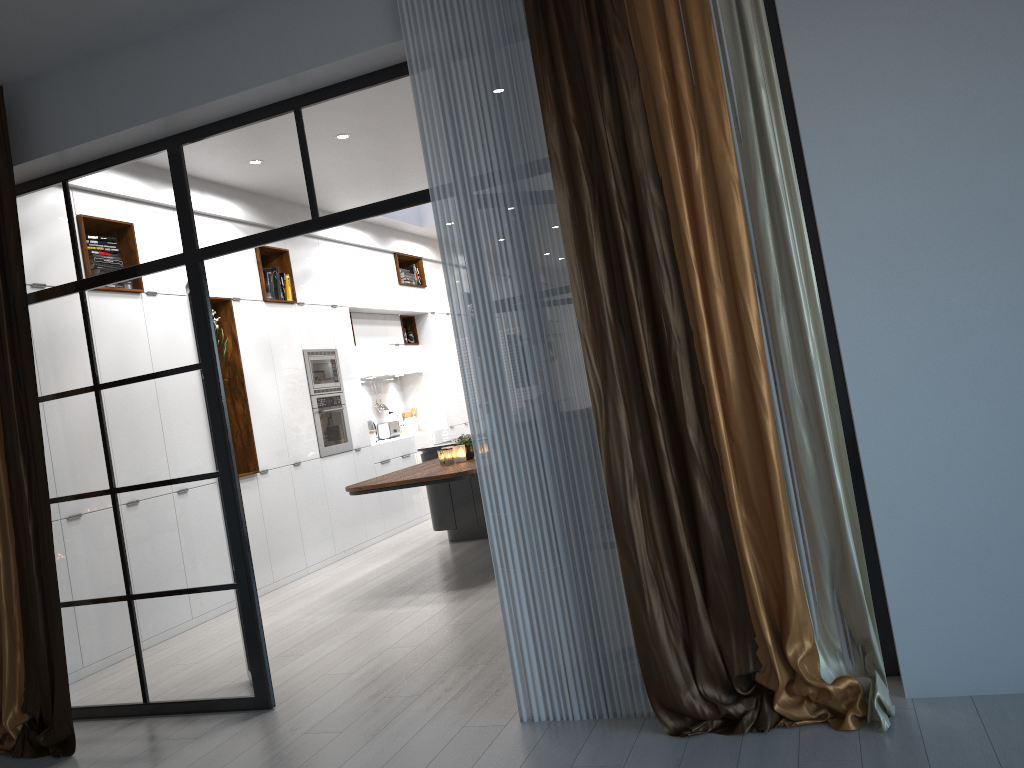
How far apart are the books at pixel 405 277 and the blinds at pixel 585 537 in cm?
698

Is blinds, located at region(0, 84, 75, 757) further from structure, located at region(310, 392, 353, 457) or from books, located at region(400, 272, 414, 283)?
books, located at region(400, 272, 414, 283)

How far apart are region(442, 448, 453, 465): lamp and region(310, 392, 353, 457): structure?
1.7 meters

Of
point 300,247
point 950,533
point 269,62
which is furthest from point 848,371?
point 300,247

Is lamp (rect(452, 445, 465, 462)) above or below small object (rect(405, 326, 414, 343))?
below

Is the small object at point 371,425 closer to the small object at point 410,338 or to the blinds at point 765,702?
the small object at point 410,338

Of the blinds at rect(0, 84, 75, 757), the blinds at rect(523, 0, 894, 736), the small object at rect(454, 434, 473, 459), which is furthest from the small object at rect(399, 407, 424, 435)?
the blinds at rect(523, 0, 894, 736)

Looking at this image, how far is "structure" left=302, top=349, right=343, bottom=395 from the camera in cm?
811

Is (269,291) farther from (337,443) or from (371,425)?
(371,425)

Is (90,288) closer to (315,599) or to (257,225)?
(257,225)
